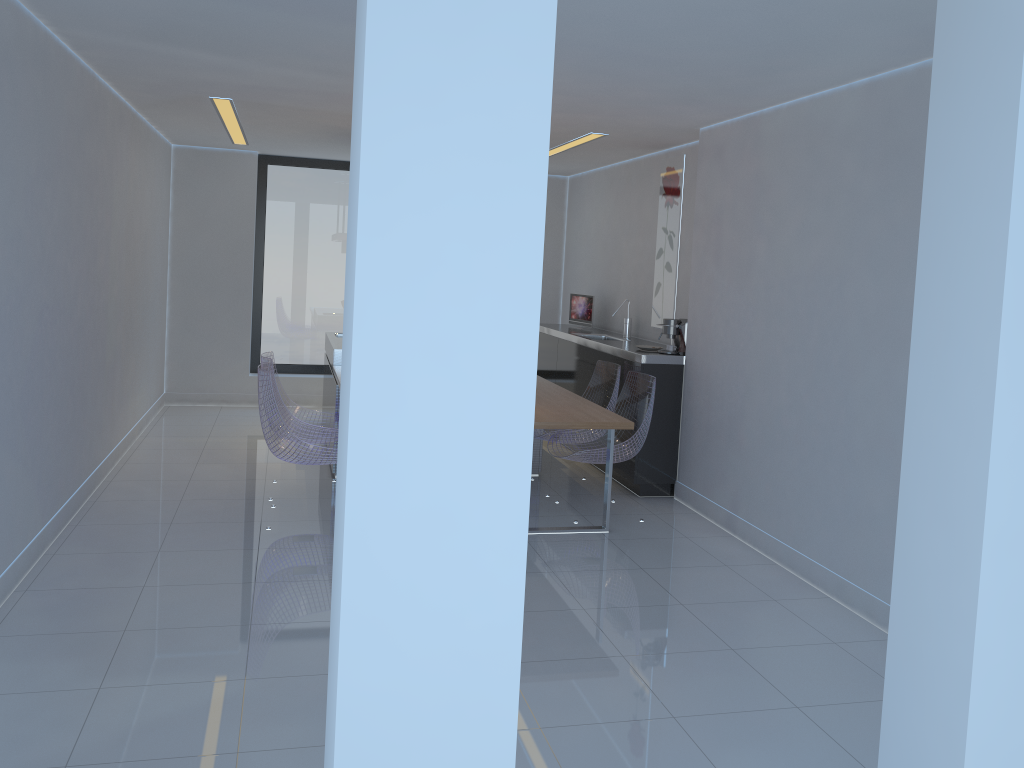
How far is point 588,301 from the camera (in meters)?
8.05

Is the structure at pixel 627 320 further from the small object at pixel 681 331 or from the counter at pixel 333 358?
the counter at pixel 333 358

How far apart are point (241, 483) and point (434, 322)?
5.0 meters

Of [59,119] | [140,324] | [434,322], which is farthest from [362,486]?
[140,324]

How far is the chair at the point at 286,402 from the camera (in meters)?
5.92

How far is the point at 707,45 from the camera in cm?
366

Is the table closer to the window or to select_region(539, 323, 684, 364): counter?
select_region(539, 323, 684, 364): counter

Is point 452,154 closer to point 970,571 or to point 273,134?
point 970,571

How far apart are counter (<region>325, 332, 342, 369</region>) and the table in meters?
0.2 m

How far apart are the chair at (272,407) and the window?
3.8 meters
